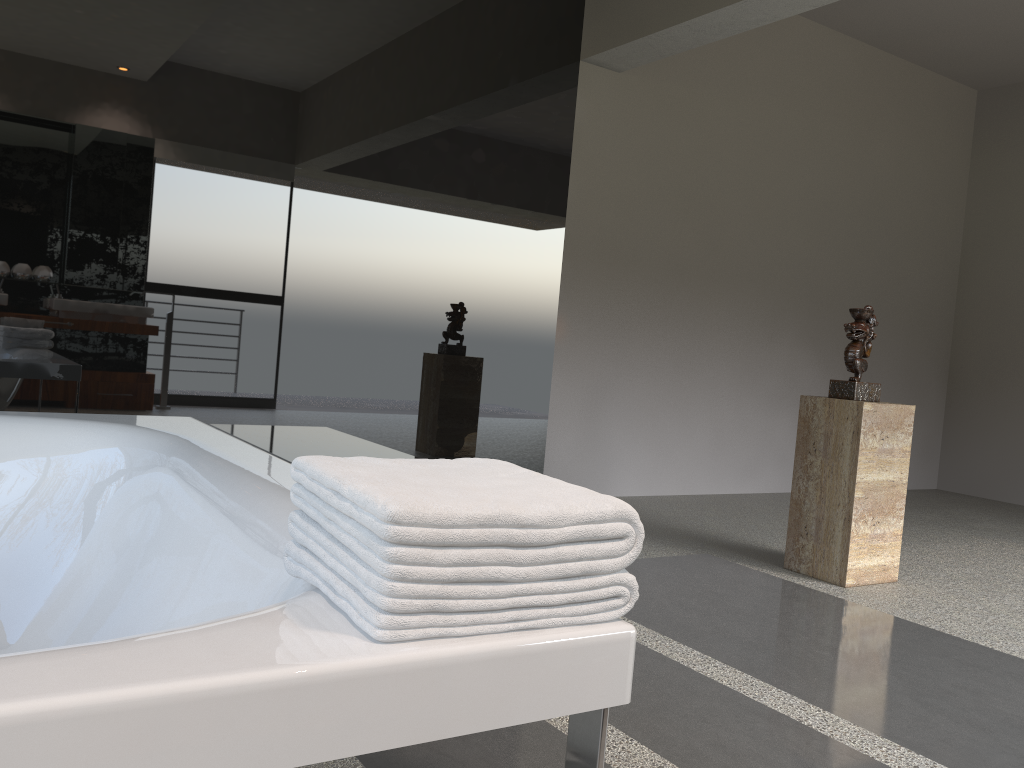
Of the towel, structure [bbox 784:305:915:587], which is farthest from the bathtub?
structure [bbox 784:305:915:587]

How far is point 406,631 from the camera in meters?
0.8

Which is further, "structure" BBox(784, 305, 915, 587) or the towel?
"structure" BBox(784, 305, 915, 587)

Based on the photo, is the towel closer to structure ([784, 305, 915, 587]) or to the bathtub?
the bathtub

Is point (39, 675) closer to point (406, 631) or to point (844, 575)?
point (406, 631)

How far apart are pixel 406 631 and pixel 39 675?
0.3m

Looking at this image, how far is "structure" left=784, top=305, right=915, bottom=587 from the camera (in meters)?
3.32

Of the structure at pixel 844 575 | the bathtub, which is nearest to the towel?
the bathtub

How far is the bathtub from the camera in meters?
0.7 m

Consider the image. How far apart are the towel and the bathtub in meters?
0.0
